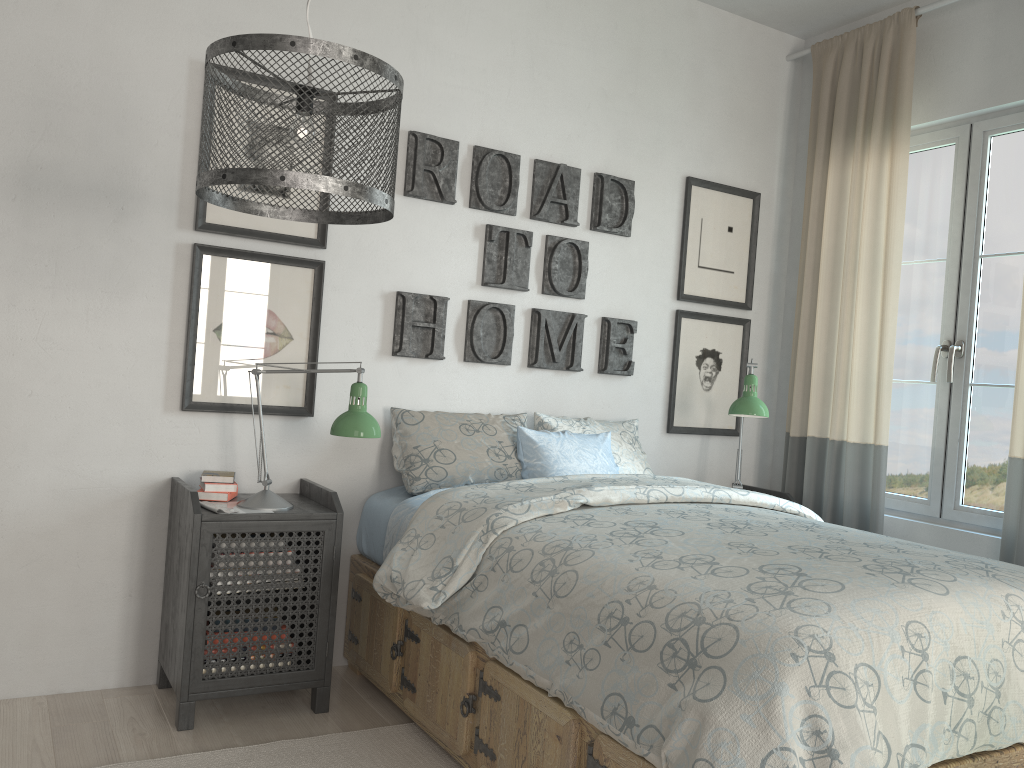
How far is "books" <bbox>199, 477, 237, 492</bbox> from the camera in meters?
2.6 m

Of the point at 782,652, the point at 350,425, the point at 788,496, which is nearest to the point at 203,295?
the point at 350,425

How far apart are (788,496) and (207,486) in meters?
2.3

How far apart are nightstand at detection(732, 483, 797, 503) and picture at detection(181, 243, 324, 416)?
2.0m

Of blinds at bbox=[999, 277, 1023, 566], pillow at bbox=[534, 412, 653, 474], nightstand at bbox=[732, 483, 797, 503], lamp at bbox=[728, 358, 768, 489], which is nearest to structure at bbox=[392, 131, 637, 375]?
pillow at bbox=[534, 412, 653, 474]

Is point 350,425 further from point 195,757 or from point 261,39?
point 261,39

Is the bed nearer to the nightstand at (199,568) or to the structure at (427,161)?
the nightstand at (199,568)

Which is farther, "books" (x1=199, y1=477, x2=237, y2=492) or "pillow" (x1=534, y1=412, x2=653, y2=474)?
"pillow" (x1=534, y1=412, x2=653, y2=474)

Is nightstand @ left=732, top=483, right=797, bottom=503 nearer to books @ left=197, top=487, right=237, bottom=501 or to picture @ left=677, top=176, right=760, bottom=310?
picture @ left=677, top=176, right=760, bottom=310

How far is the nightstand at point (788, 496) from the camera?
3.6m
